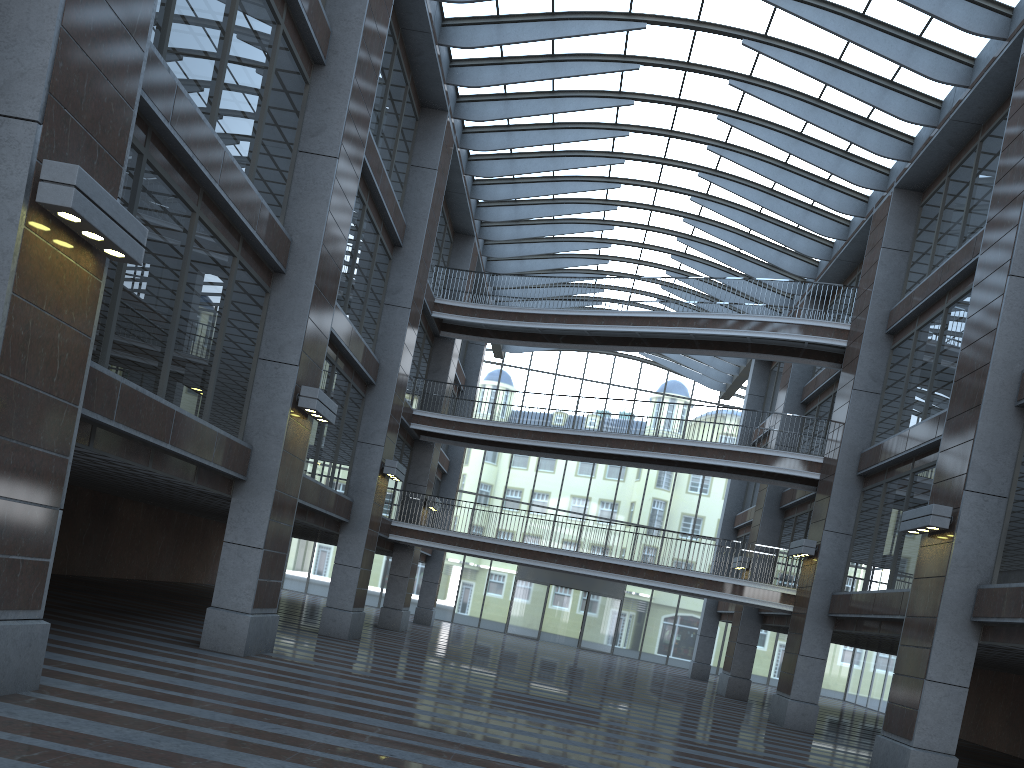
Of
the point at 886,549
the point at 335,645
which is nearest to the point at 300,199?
the point at 335,645

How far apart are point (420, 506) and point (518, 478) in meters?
16.2 m
